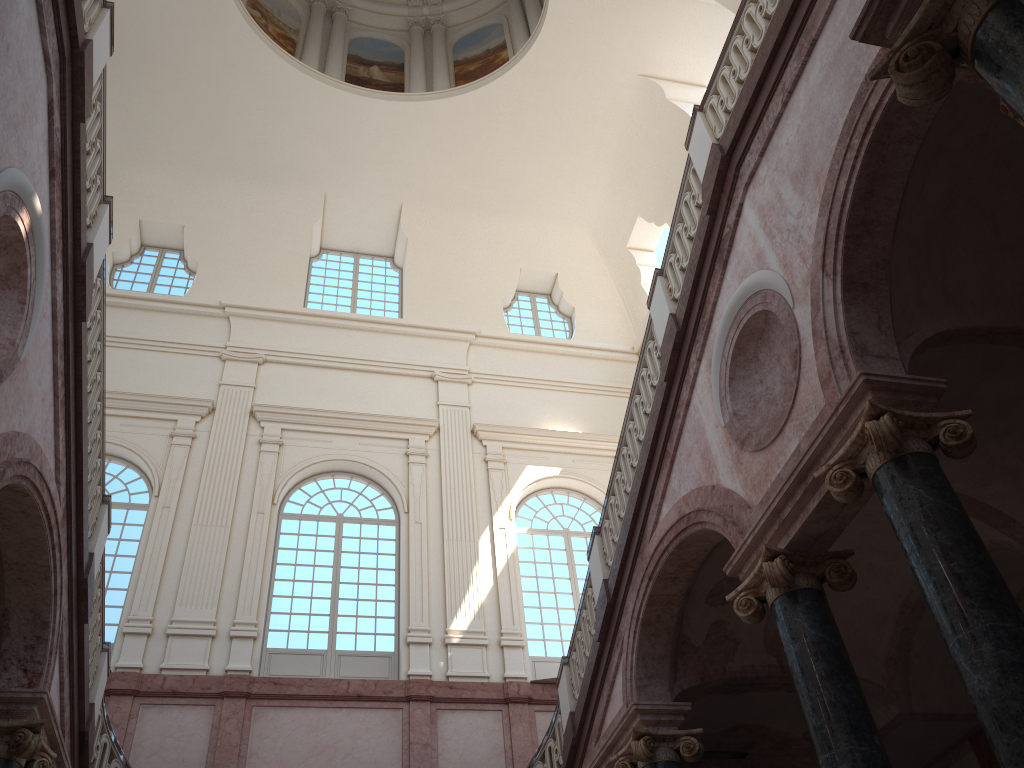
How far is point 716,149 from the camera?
7.6m
